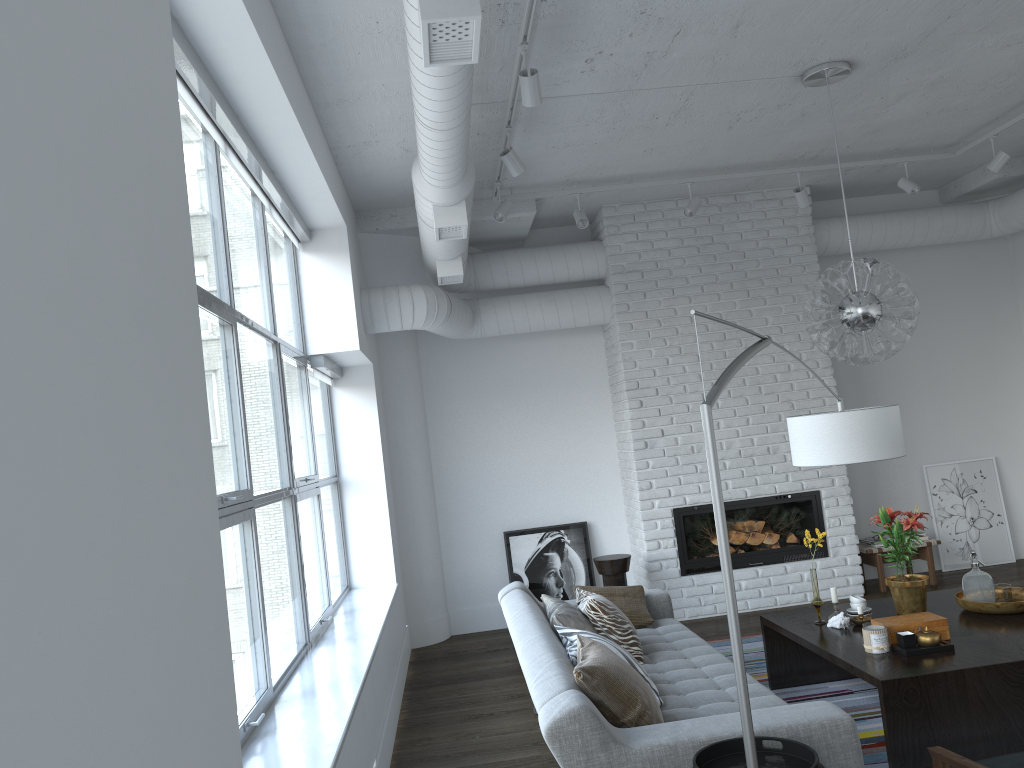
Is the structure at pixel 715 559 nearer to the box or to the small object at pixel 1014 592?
the small object at pixel 1014 592

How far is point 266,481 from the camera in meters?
21.6

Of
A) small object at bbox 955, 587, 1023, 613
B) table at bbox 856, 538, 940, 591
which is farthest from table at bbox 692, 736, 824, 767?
table at bbox 856, 538, 940, 591

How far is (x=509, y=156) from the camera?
4.6 meters

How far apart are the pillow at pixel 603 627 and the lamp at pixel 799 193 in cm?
333

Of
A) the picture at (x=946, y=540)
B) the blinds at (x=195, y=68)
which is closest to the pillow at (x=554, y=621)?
the blinds at (x=195, y=68)

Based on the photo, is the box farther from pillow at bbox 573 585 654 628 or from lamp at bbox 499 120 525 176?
lamp at bbox 499 120 525 176

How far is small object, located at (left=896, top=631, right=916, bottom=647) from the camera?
3.80m

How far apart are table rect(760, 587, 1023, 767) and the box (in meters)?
0.04

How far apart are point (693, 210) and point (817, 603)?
2.86m
